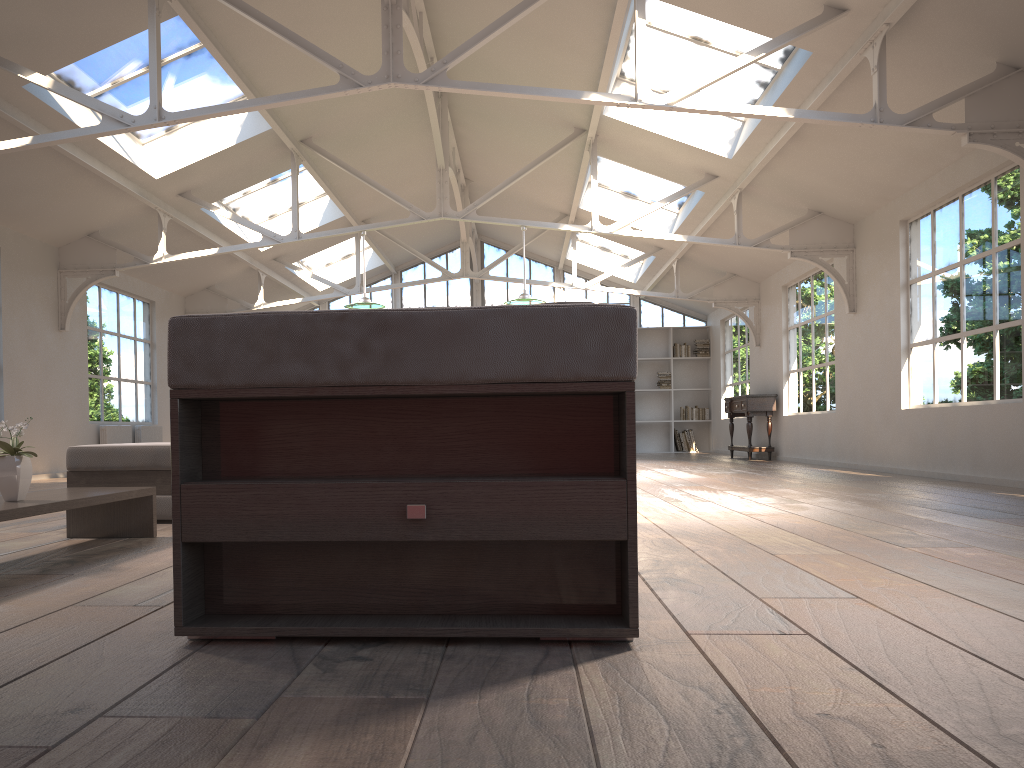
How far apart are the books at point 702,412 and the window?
1.7 meters

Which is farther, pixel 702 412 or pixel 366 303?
pixel 702 412

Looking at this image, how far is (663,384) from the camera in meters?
16.6

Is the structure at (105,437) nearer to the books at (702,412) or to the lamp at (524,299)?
the lamp at (524,299)

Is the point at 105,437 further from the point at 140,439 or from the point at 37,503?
the point at 37,503

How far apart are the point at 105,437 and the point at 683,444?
10.07m

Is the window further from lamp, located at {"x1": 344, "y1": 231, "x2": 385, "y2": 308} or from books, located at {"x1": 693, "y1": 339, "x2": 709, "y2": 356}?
lamp, located at {"x1": 344, "y1": 231, "x2": 385, "y2": 308}

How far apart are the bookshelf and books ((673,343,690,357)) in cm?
→ 14

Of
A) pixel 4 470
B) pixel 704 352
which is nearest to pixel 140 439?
pixel 4 470

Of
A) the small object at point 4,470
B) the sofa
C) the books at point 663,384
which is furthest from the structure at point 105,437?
the books at point 663,384
